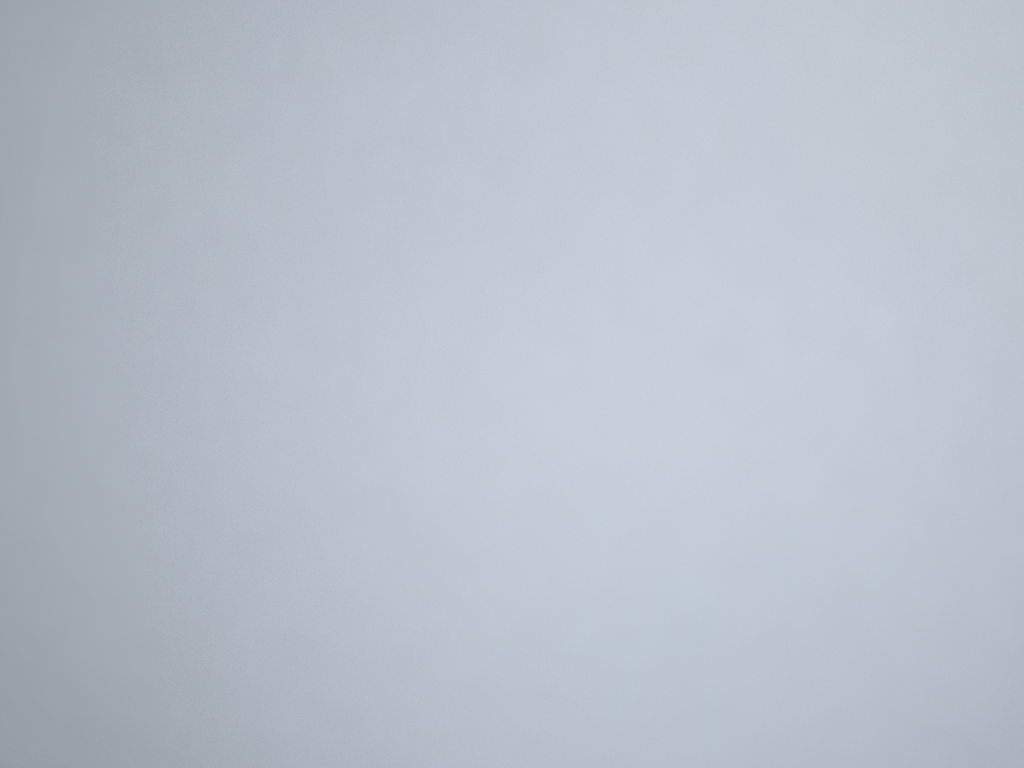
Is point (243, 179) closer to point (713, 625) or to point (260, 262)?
point (260, 262)

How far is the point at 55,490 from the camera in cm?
150

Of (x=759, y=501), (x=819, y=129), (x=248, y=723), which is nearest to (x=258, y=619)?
(x=248, y=723)
